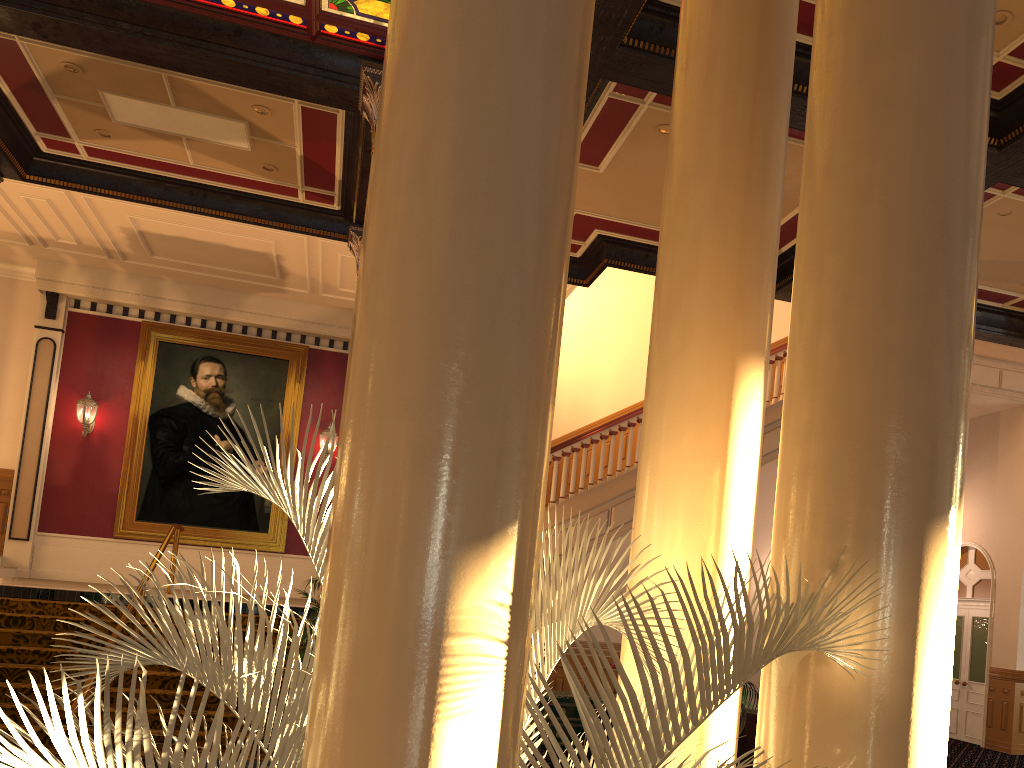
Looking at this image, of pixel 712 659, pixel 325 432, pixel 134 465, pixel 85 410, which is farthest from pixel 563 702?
pixel 85 410

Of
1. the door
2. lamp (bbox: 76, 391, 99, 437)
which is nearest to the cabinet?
the door

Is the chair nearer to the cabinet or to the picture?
the cabinet

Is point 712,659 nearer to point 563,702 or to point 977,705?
point 563,702

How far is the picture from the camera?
14.0m

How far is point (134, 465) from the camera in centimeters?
1404cm

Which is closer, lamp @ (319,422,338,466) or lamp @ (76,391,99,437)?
lamp @ (76,391,99,437)

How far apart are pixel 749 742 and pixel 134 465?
10.3m

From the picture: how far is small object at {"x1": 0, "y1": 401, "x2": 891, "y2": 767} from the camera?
1.55m

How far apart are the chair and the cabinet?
1.56m
